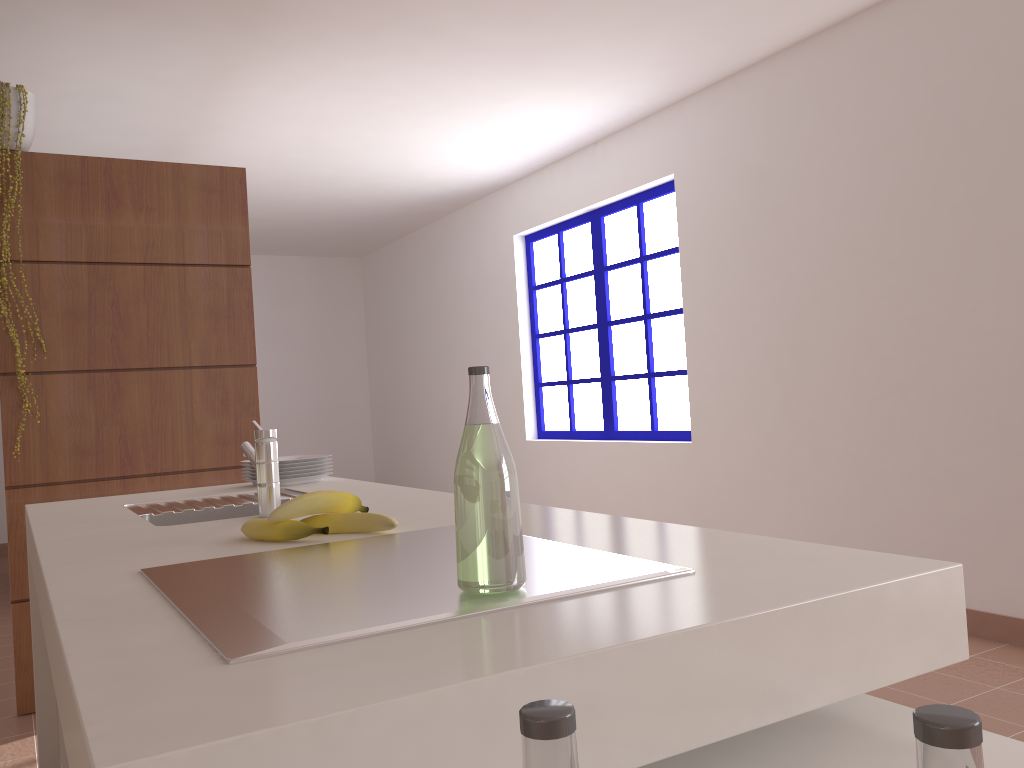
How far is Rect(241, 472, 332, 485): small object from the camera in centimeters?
245cm

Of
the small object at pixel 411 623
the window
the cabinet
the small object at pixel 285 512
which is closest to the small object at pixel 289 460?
the cabinet

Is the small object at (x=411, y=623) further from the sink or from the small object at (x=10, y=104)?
the small object at (x=10, y=104)

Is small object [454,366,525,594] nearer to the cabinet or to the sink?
the sink

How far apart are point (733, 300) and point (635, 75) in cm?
118

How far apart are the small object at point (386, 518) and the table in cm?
65

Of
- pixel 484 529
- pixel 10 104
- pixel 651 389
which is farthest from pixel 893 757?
pixel 651 389

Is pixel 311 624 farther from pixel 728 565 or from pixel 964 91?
pixel 964 91

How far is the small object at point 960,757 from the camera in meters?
0.3 m

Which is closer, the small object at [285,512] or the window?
the small object at [285,512]
